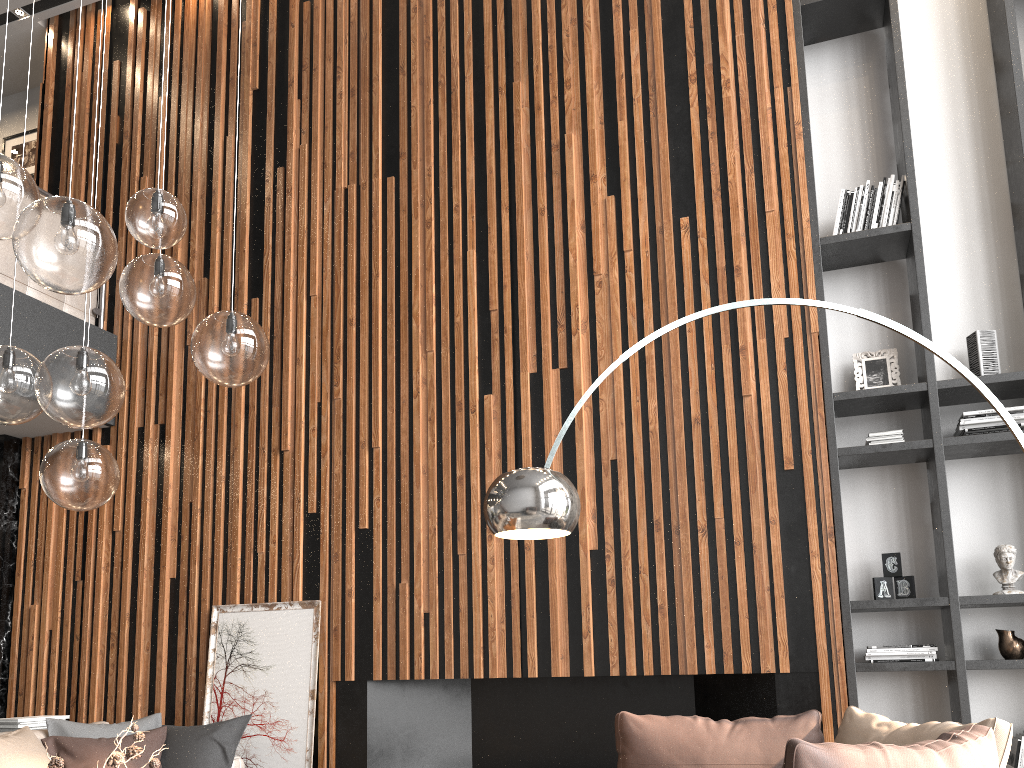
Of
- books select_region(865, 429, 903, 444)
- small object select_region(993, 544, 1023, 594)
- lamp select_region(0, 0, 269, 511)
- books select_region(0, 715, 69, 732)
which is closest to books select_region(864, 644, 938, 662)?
small object select_region(993, 544, 1023, 594)

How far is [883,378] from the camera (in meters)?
4.47

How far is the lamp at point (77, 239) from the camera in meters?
2.2 m

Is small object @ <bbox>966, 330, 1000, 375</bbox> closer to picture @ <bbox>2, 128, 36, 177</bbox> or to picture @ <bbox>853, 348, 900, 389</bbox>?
picture @ <bbox>853, 348, 900, 389</bbox>

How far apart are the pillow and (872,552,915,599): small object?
3.17m

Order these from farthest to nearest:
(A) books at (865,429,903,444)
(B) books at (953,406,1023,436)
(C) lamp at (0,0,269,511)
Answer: (A) books at (865,429,903,444) < (B) books at (953,406,1023,436) < (C) lamp at (0,0,269,511)

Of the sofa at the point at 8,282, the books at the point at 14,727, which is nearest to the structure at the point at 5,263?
the sofa at the point at 8,282

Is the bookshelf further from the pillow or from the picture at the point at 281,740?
the pillow

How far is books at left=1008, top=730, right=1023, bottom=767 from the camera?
3.7m

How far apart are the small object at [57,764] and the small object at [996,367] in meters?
3.9 m
